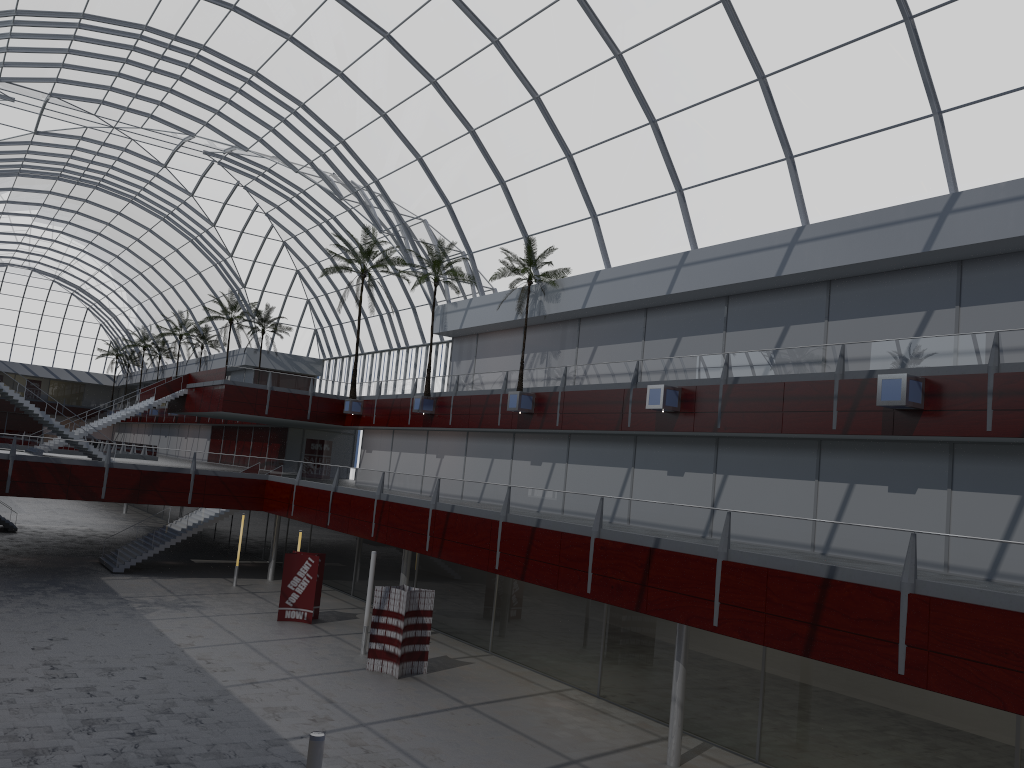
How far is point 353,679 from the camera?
32.1 meters

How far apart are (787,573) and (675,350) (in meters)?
19.12
